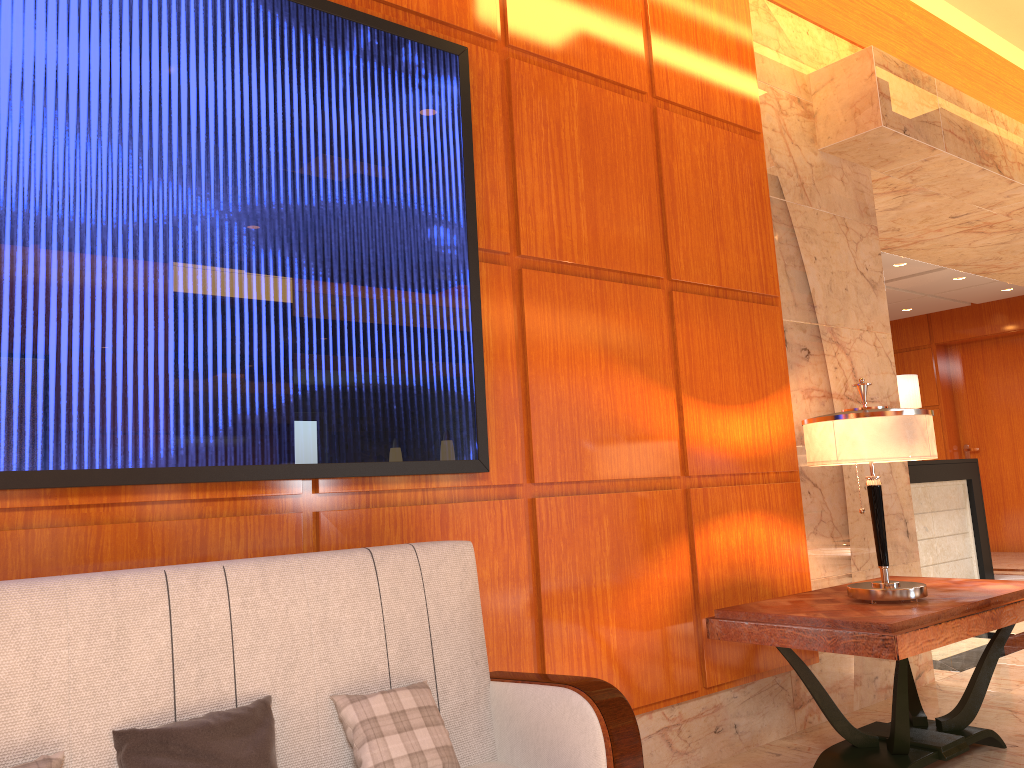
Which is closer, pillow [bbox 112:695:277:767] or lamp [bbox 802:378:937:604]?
pillow [bbox 112:695:277:767]

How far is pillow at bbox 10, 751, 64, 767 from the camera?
1.68m

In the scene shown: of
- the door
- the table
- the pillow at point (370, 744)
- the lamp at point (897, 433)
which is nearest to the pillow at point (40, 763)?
the pillow at point (370, 744)

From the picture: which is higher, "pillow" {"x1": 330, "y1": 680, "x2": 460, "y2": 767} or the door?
the door

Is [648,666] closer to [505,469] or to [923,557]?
[505,469]

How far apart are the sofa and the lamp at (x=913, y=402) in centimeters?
701cm

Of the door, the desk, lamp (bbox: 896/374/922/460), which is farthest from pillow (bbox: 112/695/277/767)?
the door

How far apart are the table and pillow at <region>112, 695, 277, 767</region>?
1.8 meters

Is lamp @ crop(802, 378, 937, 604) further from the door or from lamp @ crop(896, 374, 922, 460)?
the door

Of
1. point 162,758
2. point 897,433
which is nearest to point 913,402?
point 897,433
